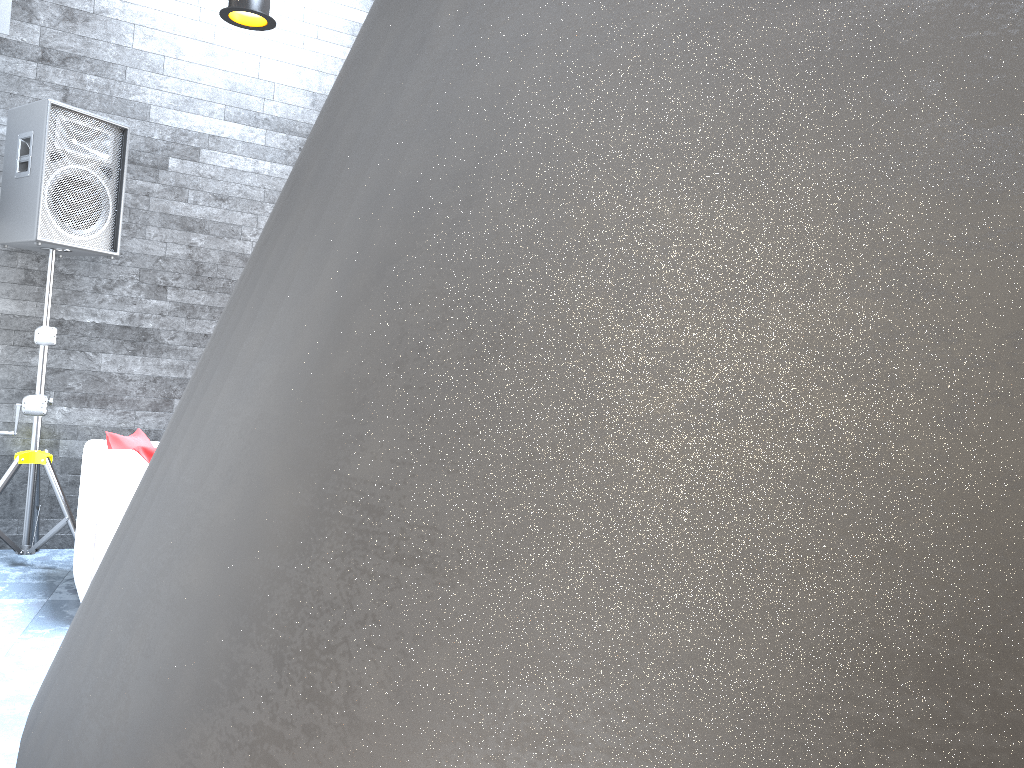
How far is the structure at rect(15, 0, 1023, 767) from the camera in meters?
0.1 m

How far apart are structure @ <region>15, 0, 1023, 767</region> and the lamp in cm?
325

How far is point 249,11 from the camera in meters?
3.3

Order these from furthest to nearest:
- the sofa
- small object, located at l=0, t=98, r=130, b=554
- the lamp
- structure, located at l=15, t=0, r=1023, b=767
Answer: small object, located at l=0, t=98, r=130, b=554 → the sofa → the lamp → structure, located at l=15, t=0, r=1023, b=767

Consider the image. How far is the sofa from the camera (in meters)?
3.51

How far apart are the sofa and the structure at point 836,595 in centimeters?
344cm

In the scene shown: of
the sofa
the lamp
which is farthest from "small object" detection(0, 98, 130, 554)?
the lamp

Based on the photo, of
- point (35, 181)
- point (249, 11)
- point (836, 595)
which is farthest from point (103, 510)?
point (836, 595)

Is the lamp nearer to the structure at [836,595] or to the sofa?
the sofa

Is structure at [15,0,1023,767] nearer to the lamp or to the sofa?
the lamp
